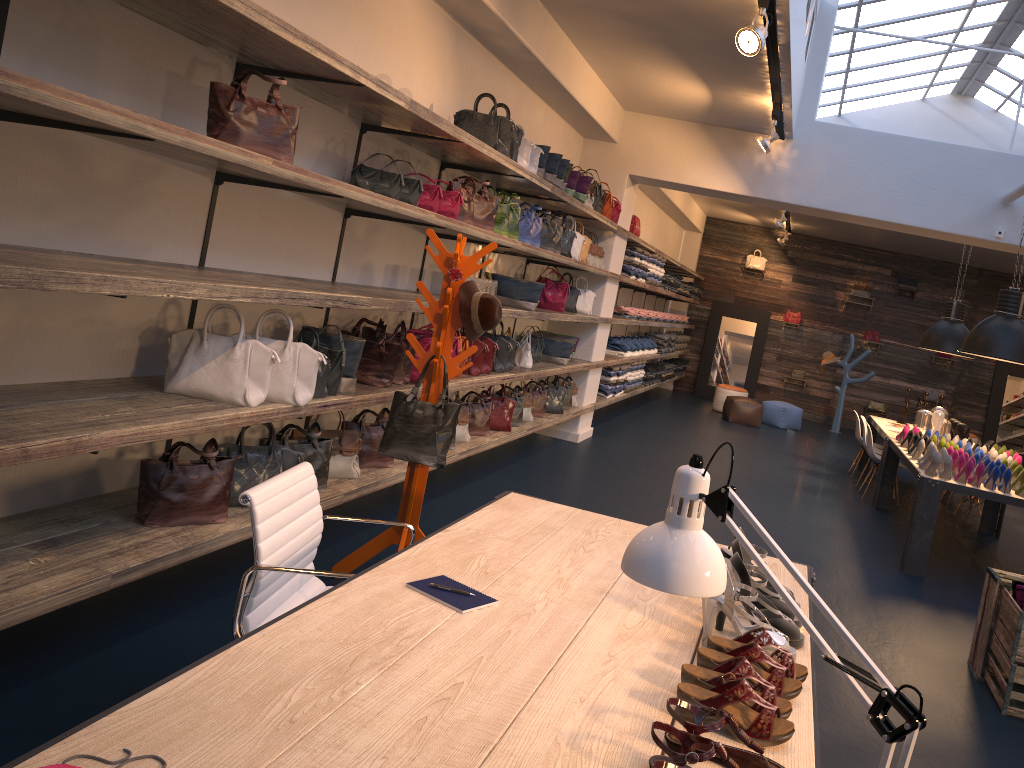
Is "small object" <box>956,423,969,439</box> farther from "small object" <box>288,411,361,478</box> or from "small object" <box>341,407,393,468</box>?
"small object" <box>288,411,361,478</box>

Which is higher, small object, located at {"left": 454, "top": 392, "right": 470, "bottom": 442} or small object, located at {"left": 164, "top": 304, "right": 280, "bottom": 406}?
small object, located at {"left": 164, "top": 304, "right": 280, "bottom": 406}

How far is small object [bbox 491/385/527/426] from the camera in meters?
7.2 m

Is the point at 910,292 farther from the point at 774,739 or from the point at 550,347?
the point at 774,739

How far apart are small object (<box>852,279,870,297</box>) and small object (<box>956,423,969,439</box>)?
7.5 meters

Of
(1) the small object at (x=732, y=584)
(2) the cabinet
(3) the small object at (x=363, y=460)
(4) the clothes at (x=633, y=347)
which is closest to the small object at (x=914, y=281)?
(4) the clothes at (x=633, y=347)

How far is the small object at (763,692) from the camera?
1.9 meters

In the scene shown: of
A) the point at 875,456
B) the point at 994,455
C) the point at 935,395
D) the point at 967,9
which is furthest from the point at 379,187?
the point at 935,395

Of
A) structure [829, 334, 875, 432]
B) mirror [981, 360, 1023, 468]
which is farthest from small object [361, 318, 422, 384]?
mirror [981, 360, 1023, 468]

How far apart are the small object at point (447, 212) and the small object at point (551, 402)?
3.3 meters
